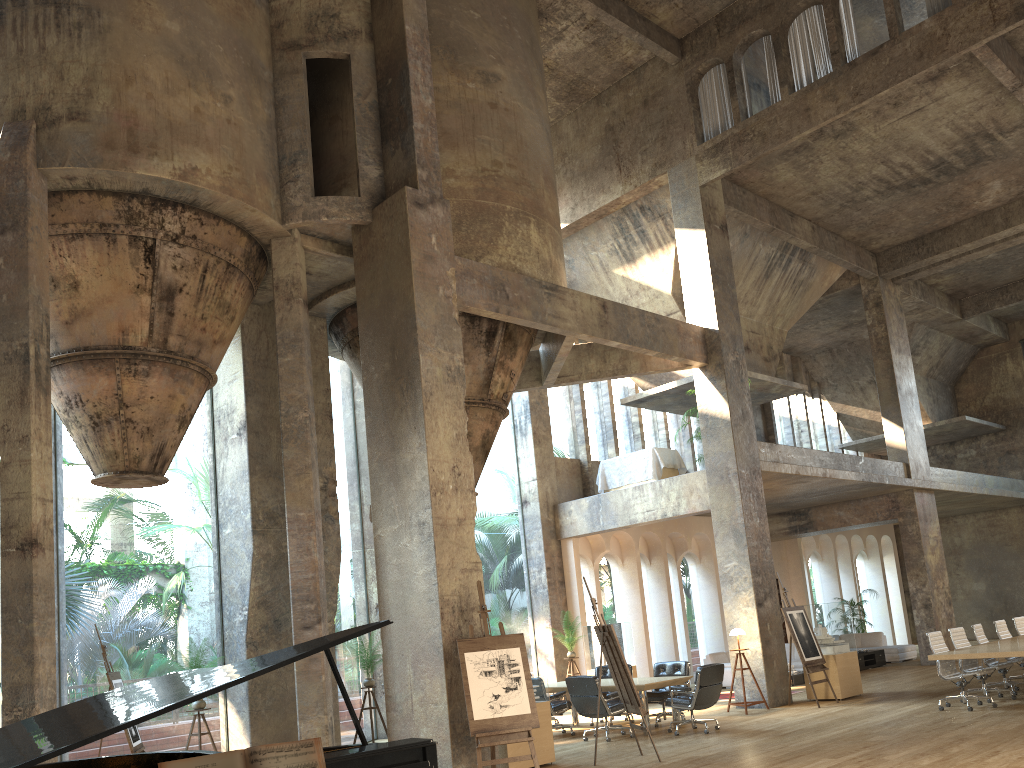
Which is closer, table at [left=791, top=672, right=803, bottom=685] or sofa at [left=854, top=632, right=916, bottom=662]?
table at [left=791, top=672, right=803, bottom=685]

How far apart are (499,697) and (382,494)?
2.58m

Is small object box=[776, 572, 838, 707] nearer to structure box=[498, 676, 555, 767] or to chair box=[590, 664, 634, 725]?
chair box=[590, 664, 634, 725]

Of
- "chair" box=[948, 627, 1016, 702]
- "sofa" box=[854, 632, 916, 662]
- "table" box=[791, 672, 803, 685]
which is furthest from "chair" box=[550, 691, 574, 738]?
"sofa" box=[854, 632, 916, 662]

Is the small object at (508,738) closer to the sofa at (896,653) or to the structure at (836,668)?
the structure at (836,668)

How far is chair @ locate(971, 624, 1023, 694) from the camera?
12.5m

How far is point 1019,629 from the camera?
13.97m

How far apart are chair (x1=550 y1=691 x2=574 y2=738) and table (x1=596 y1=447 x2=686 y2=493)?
5.3m

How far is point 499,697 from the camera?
8.3m

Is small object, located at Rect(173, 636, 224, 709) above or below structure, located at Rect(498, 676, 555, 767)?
above
